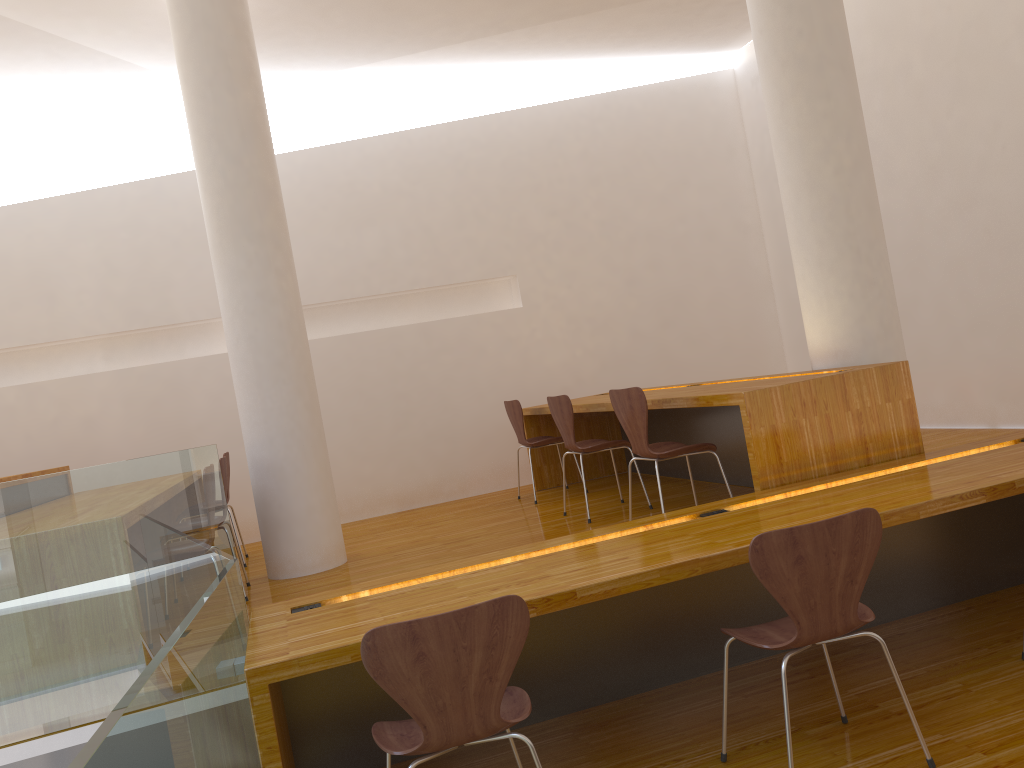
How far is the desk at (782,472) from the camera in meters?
3.4 m

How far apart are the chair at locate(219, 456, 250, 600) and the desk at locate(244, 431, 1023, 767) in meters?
1.6

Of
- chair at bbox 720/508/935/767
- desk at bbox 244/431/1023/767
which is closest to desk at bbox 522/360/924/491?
desk at bbox 244/431/1023/767

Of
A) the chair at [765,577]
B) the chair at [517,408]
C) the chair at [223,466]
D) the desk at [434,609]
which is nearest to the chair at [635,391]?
the desk at [434,609]

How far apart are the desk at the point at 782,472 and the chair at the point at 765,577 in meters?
0.9

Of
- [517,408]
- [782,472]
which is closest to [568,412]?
[517,408]

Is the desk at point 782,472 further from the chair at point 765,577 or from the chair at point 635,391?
the chair at point 765,577

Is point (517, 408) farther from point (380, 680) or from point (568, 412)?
point (380, 680)

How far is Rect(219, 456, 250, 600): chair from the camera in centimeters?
430cm

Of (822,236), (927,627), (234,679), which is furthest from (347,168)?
(927,627)
